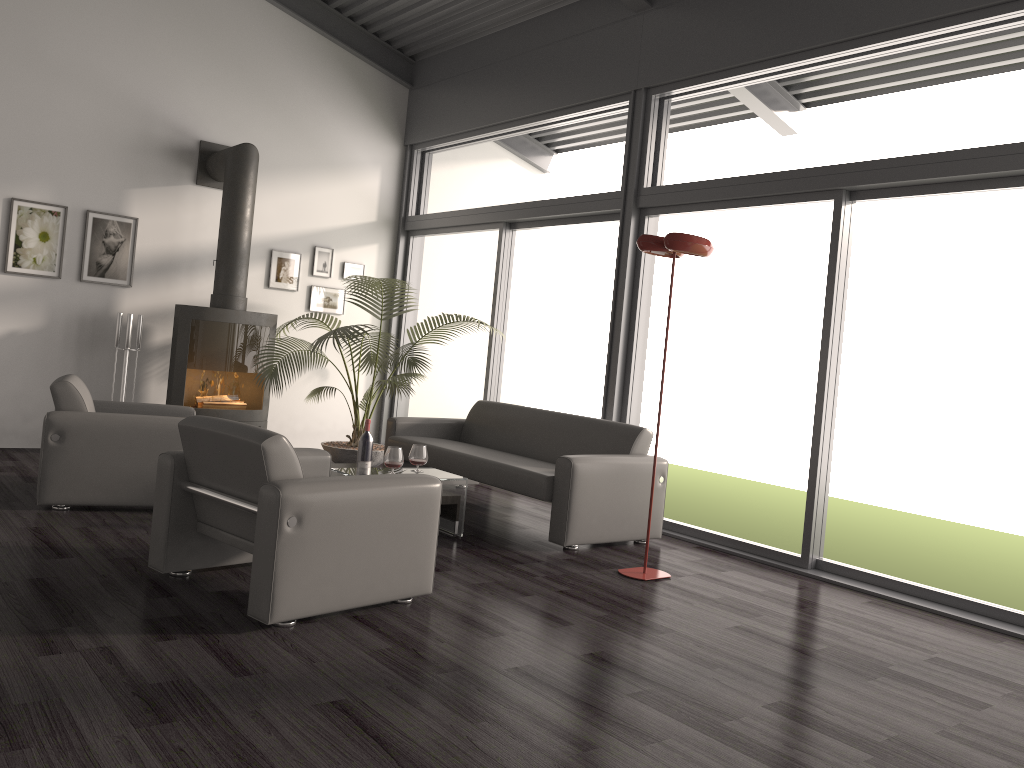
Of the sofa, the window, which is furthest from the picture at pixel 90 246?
the sofa

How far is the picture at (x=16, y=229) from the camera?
6.8m

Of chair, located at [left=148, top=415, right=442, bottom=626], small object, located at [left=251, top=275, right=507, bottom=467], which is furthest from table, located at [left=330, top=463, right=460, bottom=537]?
small object, located at [left=251, top=275, right=507, bottom=467]

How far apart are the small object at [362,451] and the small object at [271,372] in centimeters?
168cm

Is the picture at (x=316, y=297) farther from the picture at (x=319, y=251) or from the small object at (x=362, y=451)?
the small object at (x=362, y=451)

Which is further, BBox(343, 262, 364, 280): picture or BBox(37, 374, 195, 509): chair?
BBox(343, 262, 364, 280): picture

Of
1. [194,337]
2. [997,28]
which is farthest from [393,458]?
[997,28]

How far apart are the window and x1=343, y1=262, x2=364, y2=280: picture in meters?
0.4 m

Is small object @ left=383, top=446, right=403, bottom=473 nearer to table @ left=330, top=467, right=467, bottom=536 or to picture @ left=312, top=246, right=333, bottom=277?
table @ left=330, top=467, right=467, bottom=536

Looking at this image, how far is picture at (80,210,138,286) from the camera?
7.1 meters
